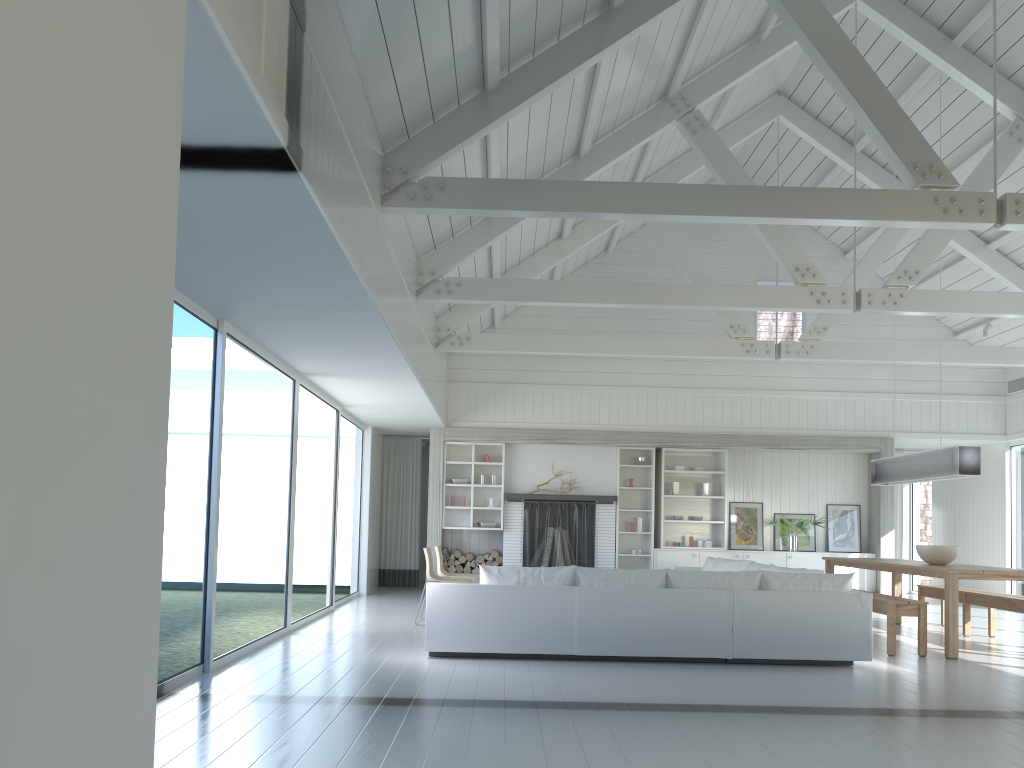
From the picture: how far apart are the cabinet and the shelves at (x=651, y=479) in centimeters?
10cm

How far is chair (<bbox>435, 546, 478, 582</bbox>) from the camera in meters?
9.6 m

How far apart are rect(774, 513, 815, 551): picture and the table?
2.6 meters

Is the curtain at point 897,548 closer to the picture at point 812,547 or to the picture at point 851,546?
the picture at point 851,546

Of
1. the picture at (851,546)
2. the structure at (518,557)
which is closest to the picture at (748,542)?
the picture at (851,546)

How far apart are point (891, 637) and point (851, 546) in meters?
5.6

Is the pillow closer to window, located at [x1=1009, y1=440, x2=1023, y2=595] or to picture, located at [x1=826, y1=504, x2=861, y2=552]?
picture, located at [x1=826, y1=504, x2=861, y2=552]

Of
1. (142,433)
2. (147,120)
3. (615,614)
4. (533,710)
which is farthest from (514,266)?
(142,433)

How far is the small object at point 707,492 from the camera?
12.7m

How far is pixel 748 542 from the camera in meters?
12.7 m
